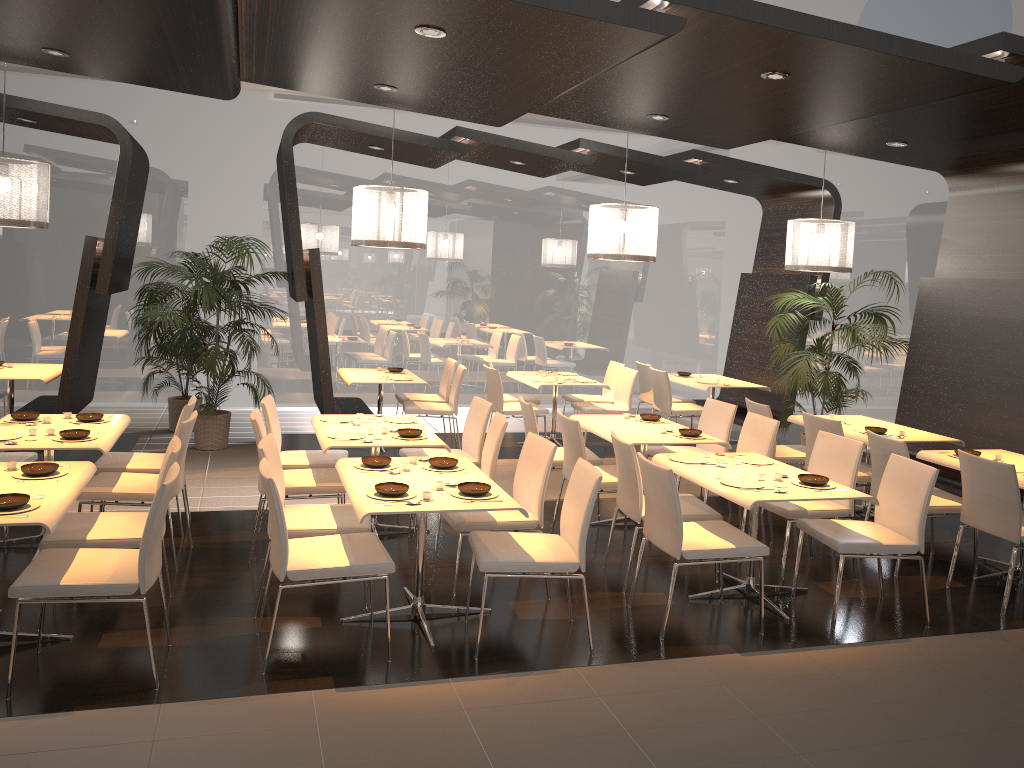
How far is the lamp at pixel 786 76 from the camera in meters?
4.9 m

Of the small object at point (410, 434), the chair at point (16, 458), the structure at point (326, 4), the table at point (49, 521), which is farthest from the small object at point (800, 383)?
the chair at point (16, 458)

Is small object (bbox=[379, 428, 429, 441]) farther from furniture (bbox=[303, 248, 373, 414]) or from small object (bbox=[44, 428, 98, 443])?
furniture (bbox=[303, 248, 373, 414])

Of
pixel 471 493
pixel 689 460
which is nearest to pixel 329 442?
pixel 471 493

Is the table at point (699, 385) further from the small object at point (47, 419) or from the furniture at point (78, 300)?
the small object at point (47, 419)

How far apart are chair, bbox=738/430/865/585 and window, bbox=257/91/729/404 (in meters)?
6.24

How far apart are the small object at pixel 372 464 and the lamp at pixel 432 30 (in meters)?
2.23

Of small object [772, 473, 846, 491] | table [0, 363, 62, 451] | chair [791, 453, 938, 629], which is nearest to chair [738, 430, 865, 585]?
chair [791, 453, 938, 629]

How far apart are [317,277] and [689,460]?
4.1m

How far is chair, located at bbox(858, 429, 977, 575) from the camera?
5.8 meters
